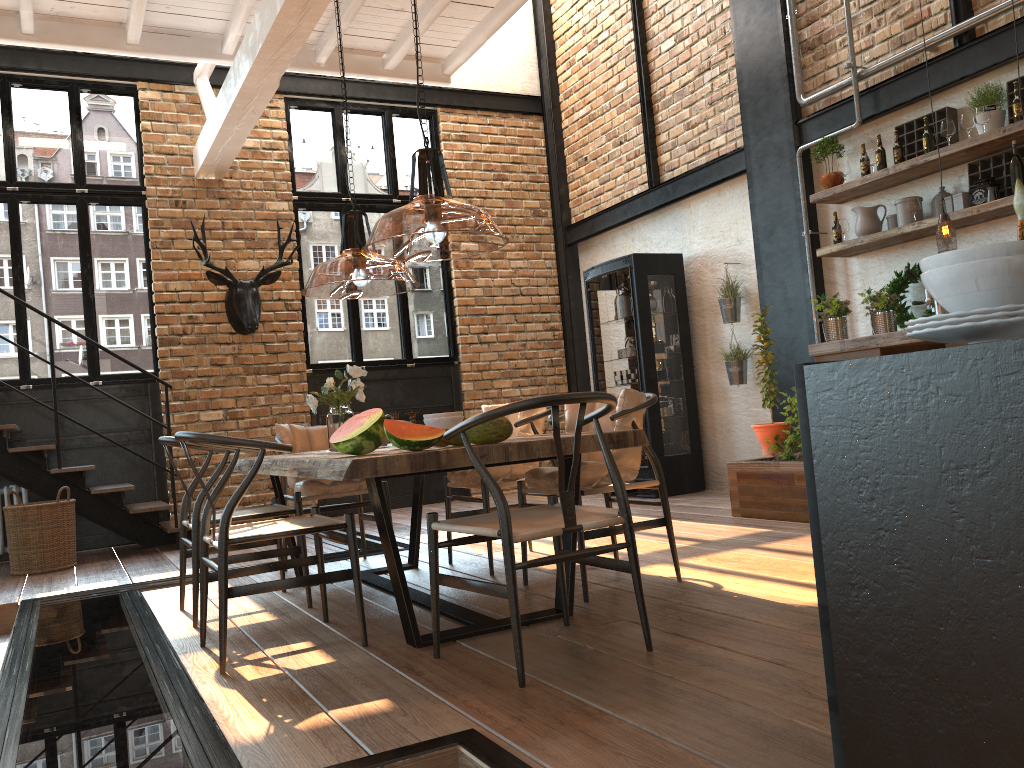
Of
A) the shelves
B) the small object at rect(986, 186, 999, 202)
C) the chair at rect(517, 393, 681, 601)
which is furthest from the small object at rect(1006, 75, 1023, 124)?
the chair at rect(517, 393, 681, 601)

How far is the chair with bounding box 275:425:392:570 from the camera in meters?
4.9

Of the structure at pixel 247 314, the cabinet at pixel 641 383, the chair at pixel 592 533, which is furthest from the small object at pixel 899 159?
the structure at pixel 247 314

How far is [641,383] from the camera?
7.7m

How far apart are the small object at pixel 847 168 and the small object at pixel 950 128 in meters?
0.8 m

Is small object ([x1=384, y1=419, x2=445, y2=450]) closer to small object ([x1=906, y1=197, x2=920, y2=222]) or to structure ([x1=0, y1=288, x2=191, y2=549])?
small object ([x1=906, y1=197, x2=920, y2=222])

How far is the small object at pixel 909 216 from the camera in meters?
5.7

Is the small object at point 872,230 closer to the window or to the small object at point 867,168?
the small object at point 867,168

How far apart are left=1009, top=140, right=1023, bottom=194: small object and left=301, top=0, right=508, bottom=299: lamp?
2.9 meters

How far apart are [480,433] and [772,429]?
3.2 meters
